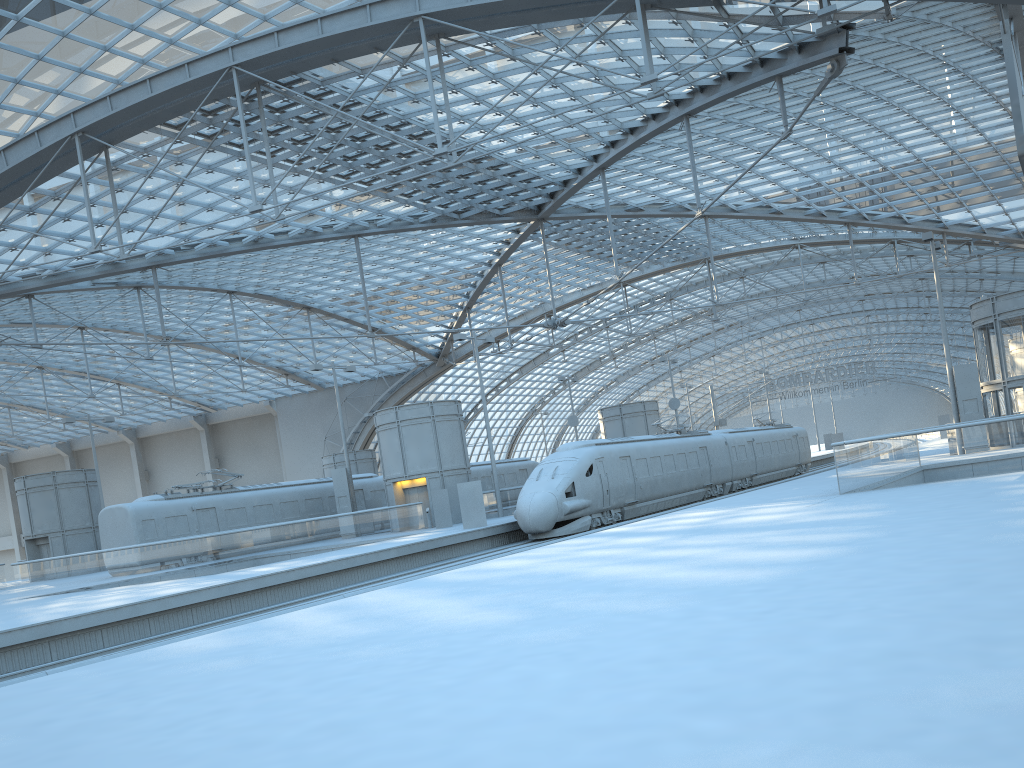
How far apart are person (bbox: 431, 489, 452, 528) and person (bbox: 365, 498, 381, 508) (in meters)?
9.13

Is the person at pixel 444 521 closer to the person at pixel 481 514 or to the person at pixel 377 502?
the person at pixel 481 514

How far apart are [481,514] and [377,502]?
14.0 meters

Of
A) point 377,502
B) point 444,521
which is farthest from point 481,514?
point 377,502

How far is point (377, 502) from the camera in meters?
43.9 m

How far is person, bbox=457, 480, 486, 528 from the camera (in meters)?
31.21

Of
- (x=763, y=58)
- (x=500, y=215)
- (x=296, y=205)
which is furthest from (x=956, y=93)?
(x=296, y=205)

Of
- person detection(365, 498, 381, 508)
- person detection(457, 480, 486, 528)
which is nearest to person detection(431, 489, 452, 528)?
person detection(457, 480, 486, 528)

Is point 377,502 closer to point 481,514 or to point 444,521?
point 444,521

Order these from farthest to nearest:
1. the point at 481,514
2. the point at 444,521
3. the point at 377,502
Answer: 1. the point at 377,502
2. the point at 444,521
3. the point at 481,514
